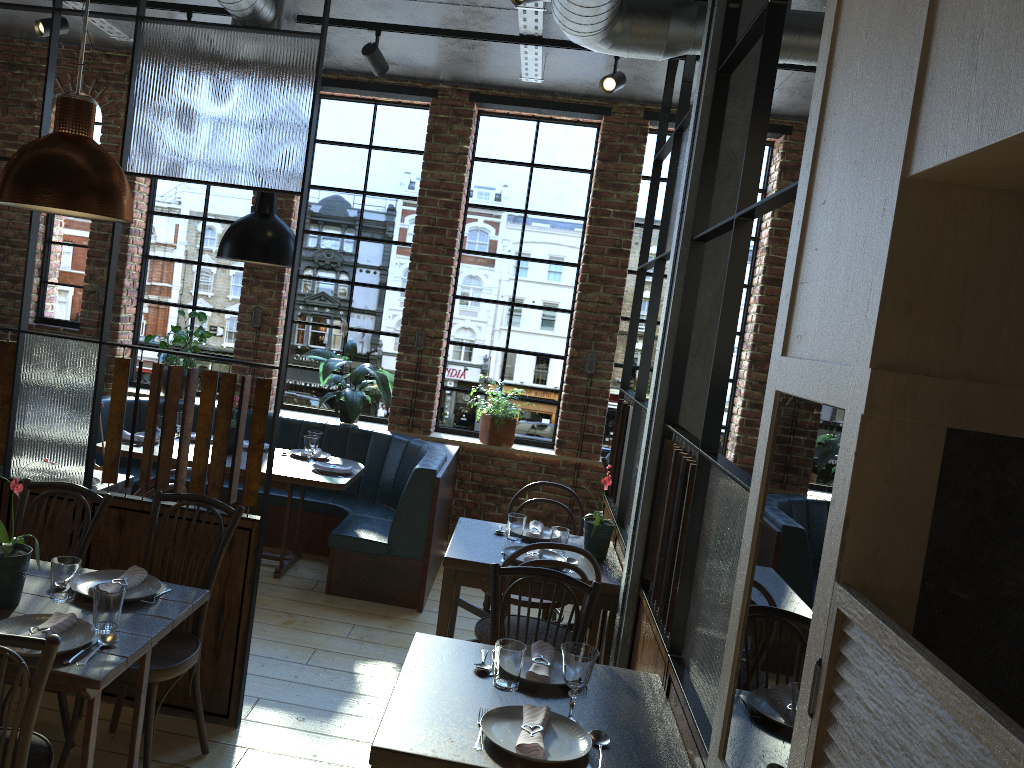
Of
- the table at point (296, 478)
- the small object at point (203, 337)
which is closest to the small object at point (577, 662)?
the table at point (296, 478)

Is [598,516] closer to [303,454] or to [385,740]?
[385,740]

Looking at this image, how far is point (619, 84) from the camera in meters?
4.5

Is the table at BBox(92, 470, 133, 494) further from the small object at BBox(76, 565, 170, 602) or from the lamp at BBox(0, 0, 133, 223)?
the lamp at BBox(0, 0, 133, 223)

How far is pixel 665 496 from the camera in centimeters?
316cm

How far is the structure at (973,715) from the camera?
0.9 meters

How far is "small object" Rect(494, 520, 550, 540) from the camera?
4.1m

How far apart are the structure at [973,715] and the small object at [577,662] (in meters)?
0.90

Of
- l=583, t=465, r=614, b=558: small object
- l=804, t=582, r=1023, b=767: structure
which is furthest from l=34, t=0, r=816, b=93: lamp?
l=804, t=582, r=1023, b=767: structure

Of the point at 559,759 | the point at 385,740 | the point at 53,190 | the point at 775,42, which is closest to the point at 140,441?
the point at 53,190
